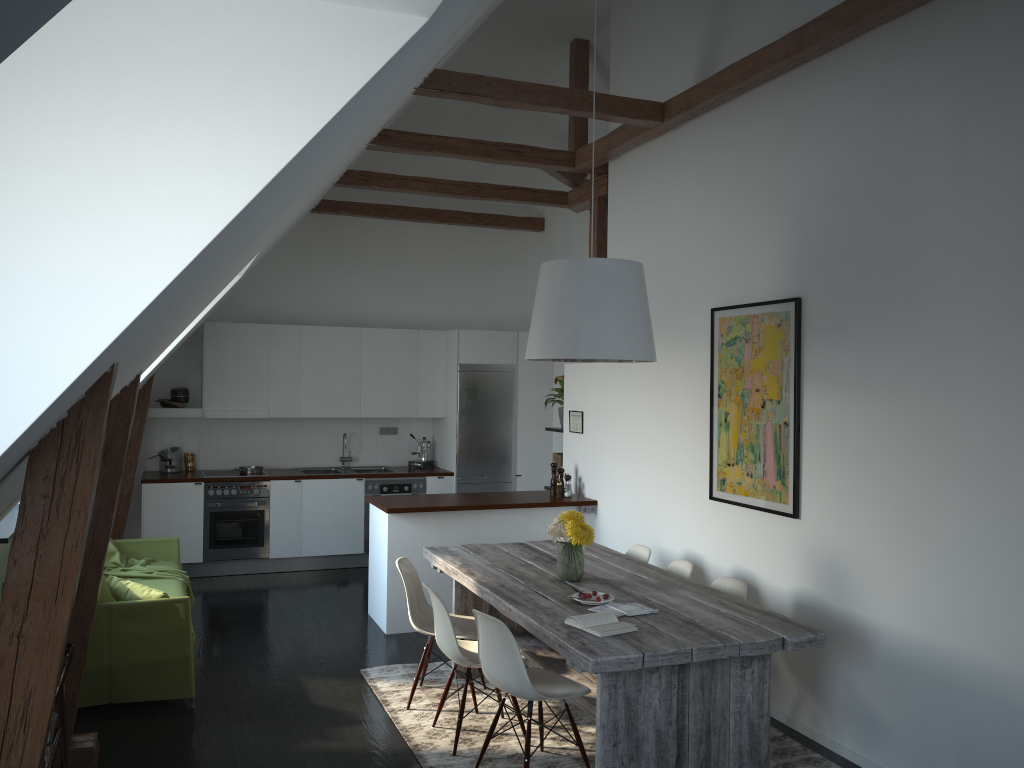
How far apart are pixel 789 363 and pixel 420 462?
5.2m

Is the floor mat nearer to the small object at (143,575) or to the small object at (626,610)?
the small object at (626,610)

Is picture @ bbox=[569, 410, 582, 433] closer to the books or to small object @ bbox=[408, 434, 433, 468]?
small object @ bbox=[408, 434, 433, 468]

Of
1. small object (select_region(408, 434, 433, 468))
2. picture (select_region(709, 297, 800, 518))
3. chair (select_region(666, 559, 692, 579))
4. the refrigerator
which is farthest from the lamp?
small object (select_region(408, 434, 433, 468))

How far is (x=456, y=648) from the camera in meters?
4.3 m

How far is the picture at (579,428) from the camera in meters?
7.3

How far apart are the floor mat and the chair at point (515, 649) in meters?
0.2

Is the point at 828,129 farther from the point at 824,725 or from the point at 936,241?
the point at 824,725

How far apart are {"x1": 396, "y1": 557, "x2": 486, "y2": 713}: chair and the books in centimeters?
120cm

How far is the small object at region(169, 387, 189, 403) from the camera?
8.5m
